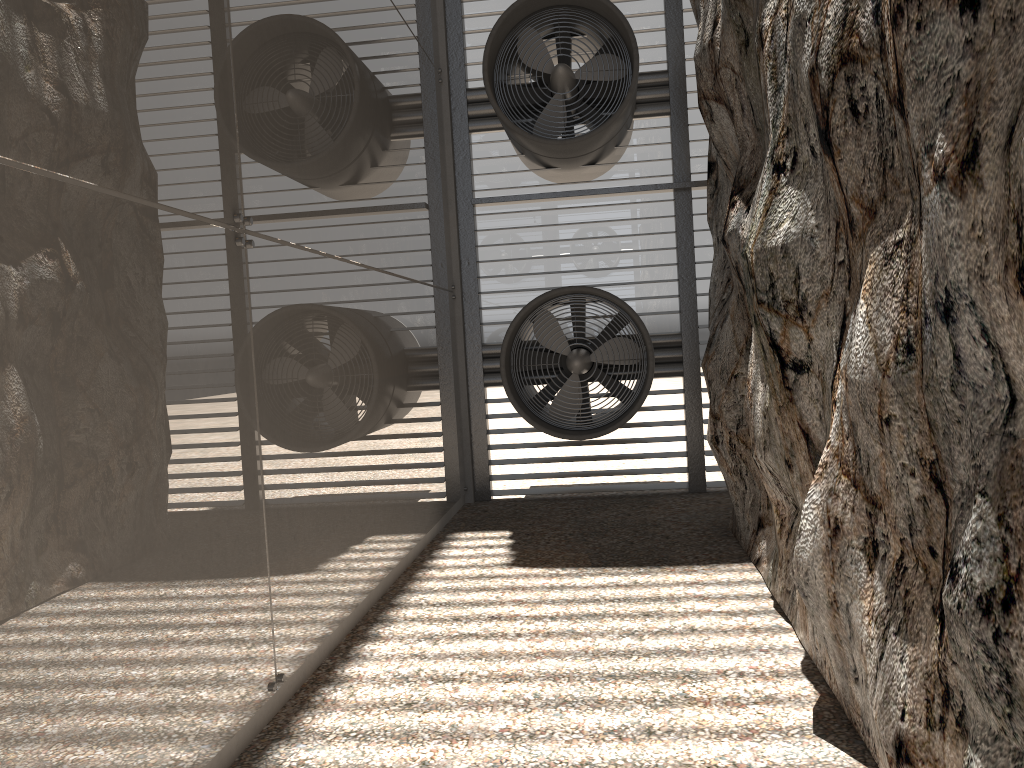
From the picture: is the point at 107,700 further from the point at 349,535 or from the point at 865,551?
the point at 865,551
